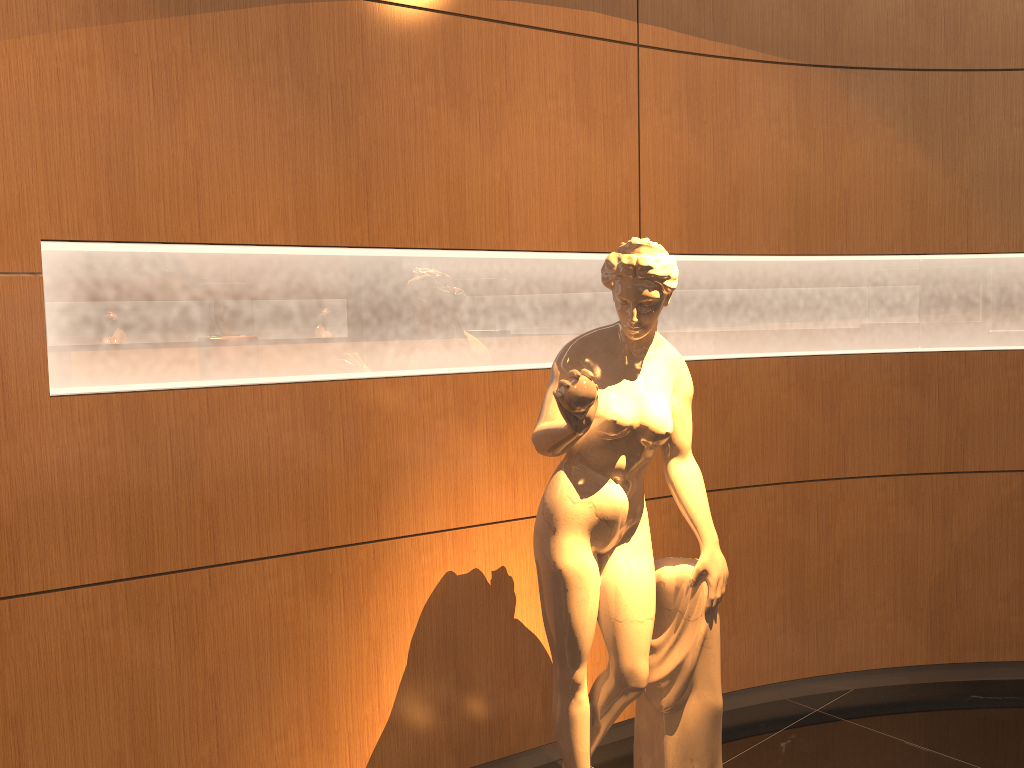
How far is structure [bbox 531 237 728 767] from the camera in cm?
238

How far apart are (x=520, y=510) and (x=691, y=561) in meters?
0.7

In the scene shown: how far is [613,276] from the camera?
2.4 meters

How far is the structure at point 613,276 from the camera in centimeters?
238cm
